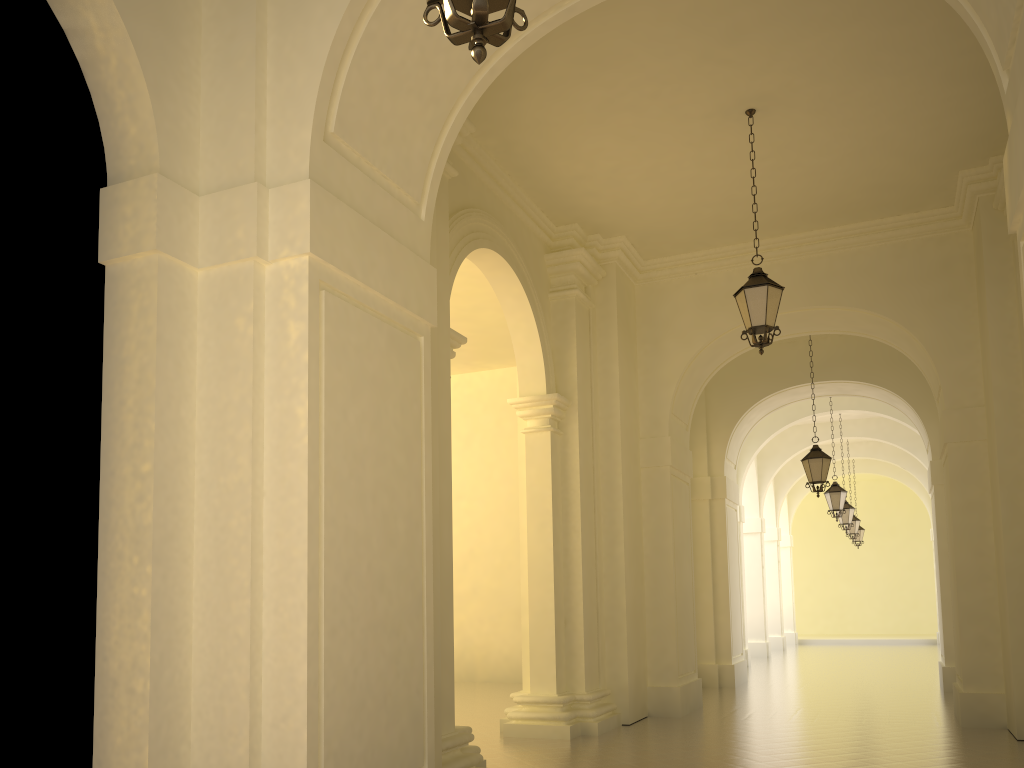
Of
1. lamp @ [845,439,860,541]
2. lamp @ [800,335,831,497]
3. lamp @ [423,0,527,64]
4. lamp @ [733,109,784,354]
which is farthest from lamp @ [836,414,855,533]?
lamp @ [423,0,527,64]

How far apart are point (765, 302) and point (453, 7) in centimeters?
658cm

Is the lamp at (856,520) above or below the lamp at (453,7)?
above

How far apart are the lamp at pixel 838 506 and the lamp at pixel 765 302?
11.2 meters

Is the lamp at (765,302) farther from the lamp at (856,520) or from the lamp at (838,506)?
the lamp at (856,520)

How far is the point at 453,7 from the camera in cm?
284

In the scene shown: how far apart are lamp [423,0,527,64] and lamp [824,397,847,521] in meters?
17.7 m

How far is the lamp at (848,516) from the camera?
22.4 meters

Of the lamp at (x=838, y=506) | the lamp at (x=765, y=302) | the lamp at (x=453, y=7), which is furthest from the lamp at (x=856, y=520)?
the lamp at (x=453, y=7)

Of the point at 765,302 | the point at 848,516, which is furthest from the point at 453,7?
the point at 848,516
